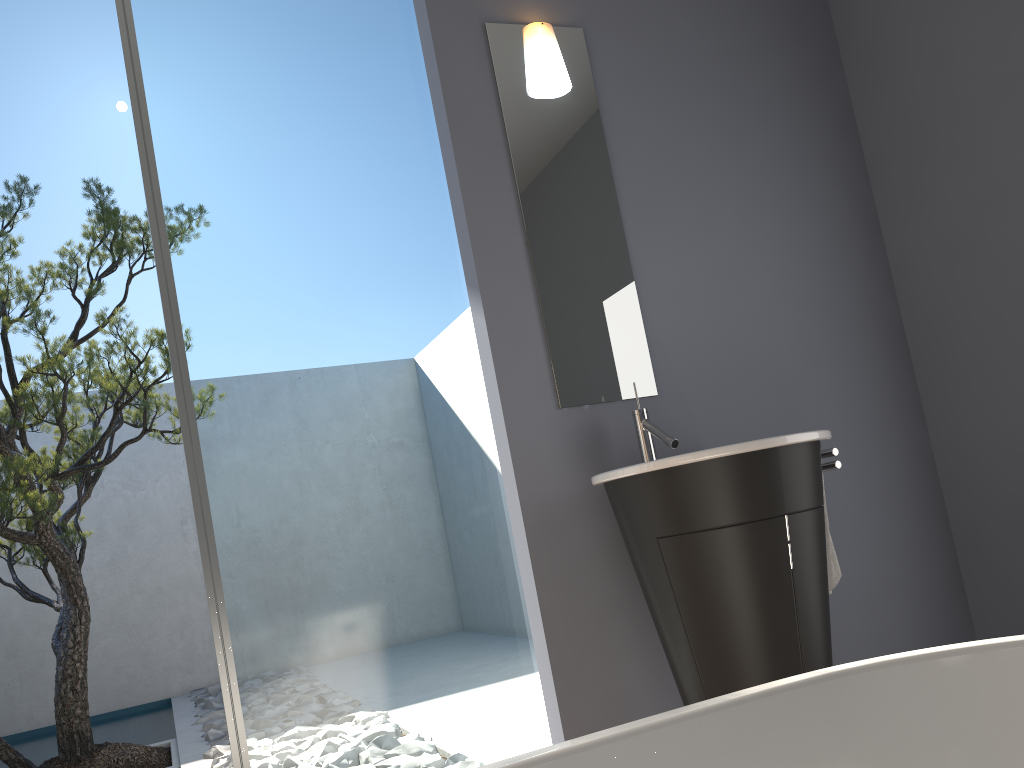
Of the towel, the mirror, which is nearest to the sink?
the mirror

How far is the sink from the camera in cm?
212

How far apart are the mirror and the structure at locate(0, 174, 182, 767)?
2.27m

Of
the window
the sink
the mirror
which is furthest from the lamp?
the sink

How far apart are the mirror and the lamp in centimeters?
2cm

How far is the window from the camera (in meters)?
2.42

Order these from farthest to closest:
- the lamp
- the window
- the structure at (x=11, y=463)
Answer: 1. the structure at (x=11, y=463)
2. the lamp
3. the window

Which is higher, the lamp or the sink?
the lamp

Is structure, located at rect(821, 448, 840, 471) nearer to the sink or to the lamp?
the sink

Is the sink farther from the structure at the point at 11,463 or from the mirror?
the structure at the point at 11,463
